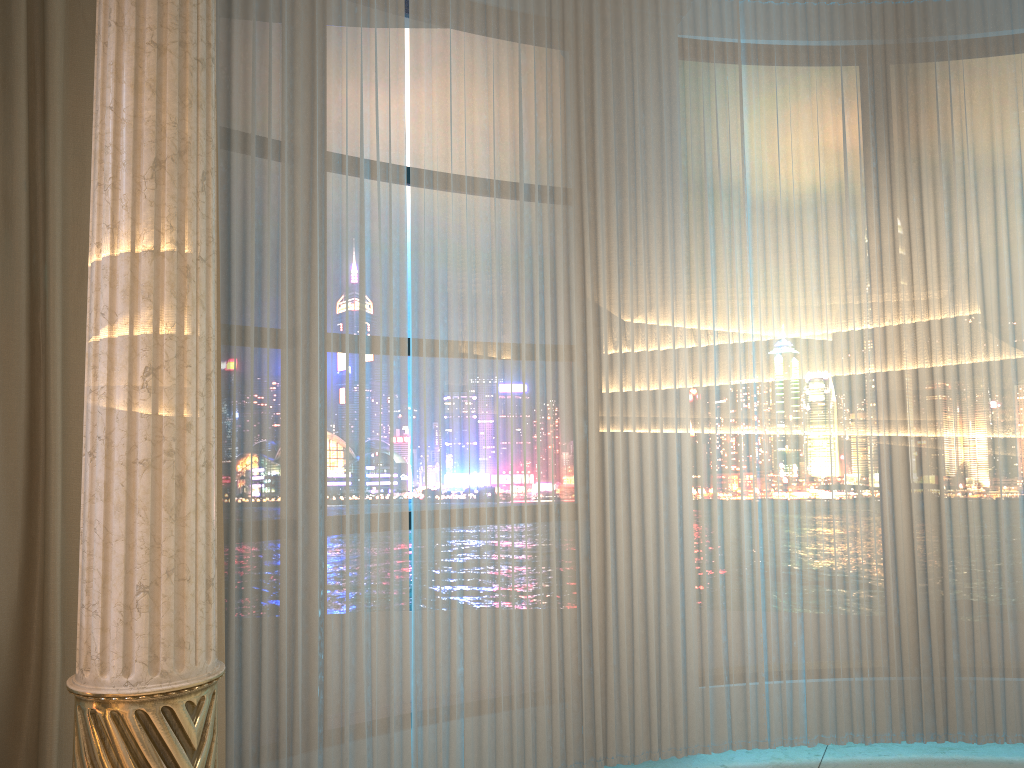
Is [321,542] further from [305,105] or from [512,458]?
[305,105]
